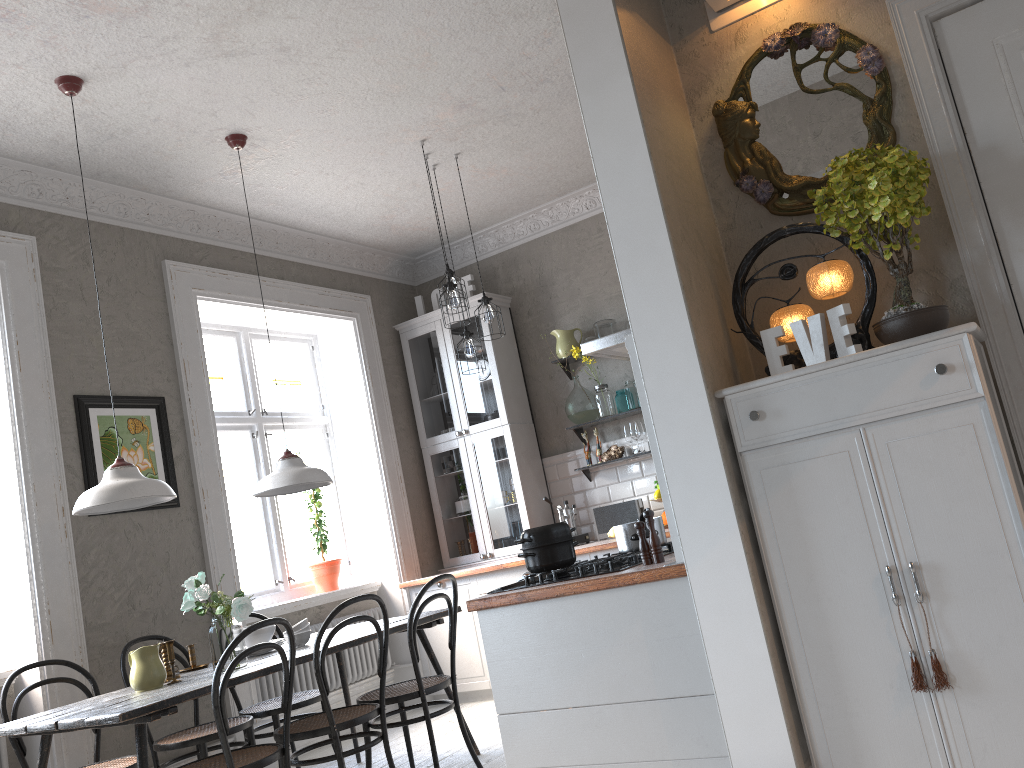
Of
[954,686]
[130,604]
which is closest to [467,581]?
[130,604]

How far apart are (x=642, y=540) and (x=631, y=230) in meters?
0.9

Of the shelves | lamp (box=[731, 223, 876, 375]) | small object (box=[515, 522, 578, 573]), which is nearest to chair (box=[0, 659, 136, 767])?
small object (box=[515, 522, 578, 573])

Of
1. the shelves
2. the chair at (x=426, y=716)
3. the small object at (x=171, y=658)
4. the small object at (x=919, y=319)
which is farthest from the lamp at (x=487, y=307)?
the small object at (x=919, y=319)

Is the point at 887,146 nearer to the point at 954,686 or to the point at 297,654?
the point at 954,686

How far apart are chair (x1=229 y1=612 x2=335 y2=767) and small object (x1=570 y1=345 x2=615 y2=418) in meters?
2.6

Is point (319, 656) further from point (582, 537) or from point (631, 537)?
point (582, 537)

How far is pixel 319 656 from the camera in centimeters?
348cm

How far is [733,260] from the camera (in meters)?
2.81

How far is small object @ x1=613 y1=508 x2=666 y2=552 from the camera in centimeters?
298cm
